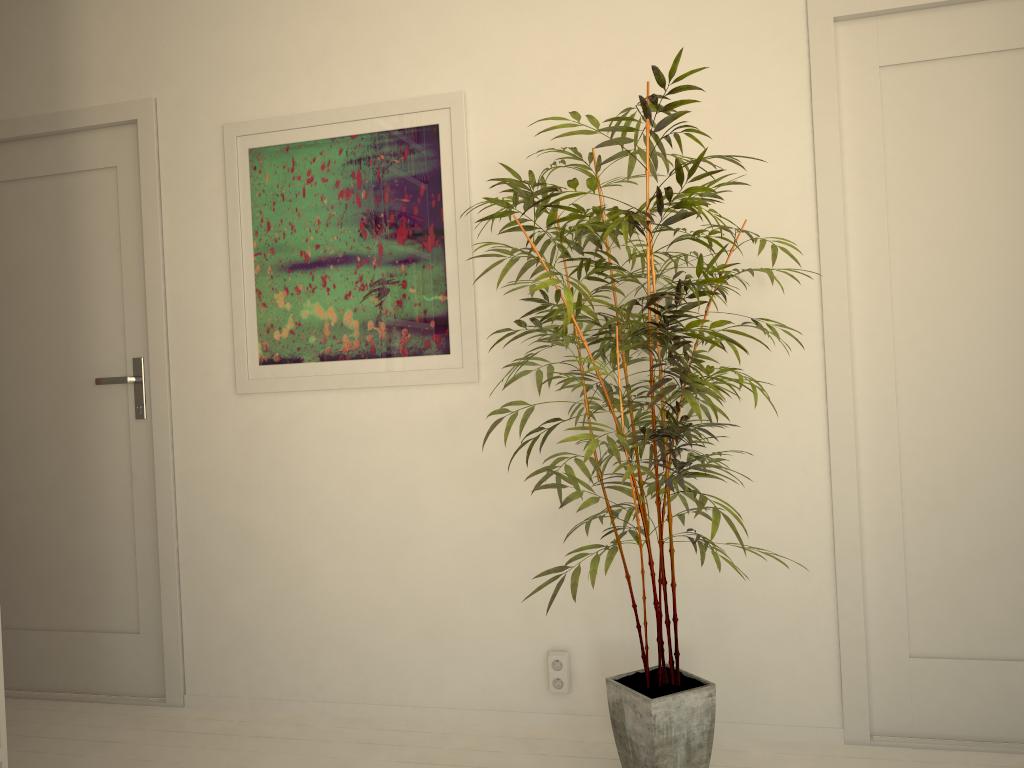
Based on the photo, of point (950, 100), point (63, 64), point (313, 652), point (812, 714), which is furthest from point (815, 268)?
point (63, 64)

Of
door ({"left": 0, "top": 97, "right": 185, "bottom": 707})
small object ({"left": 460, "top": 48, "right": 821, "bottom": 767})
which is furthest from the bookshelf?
small object ({"left": 460, "top": 48, "right": 821, "bottom": 767})

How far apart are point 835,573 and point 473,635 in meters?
1.1

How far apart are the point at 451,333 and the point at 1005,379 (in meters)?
1.53

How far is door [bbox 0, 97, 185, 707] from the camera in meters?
3.0 m

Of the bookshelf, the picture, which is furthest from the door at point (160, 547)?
the bookshelf

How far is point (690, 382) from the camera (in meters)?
1.99

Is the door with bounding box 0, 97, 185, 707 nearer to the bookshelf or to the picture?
the picture

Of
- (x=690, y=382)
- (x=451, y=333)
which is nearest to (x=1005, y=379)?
(x=690, y=382)

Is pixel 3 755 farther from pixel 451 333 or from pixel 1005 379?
pixel 1005 379
